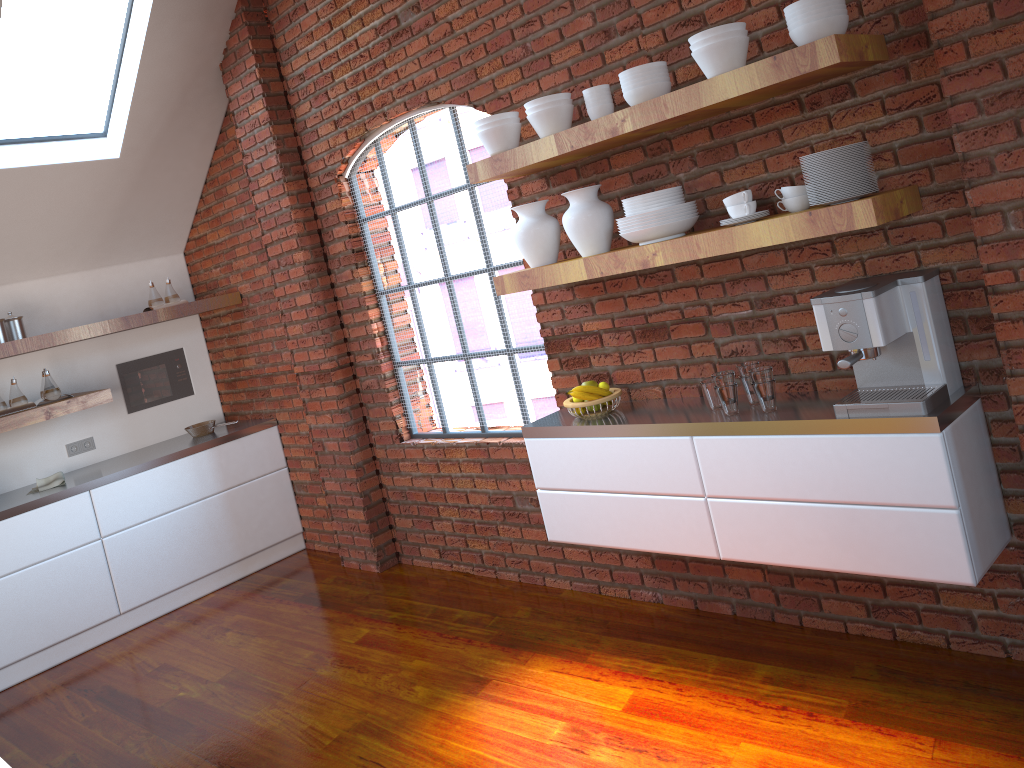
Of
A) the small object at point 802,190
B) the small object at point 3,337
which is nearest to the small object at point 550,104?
the small object at point 802,190

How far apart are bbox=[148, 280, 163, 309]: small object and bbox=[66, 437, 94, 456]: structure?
1.0 meters

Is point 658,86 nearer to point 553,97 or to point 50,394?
point 553,97

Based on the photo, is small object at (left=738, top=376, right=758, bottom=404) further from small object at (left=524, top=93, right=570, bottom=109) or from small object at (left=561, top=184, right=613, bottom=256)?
small object at (left=524, top=93, right=570, bottom=109)

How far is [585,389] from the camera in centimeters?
340cm

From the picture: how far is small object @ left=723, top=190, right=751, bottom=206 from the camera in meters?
2.7

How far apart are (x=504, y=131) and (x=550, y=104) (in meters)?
0.24

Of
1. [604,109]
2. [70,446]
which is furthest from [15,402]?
[604,109]

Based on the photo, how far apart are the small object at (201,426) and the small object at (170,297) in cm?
82

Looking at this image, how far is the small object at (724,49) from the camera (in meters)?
2.57
